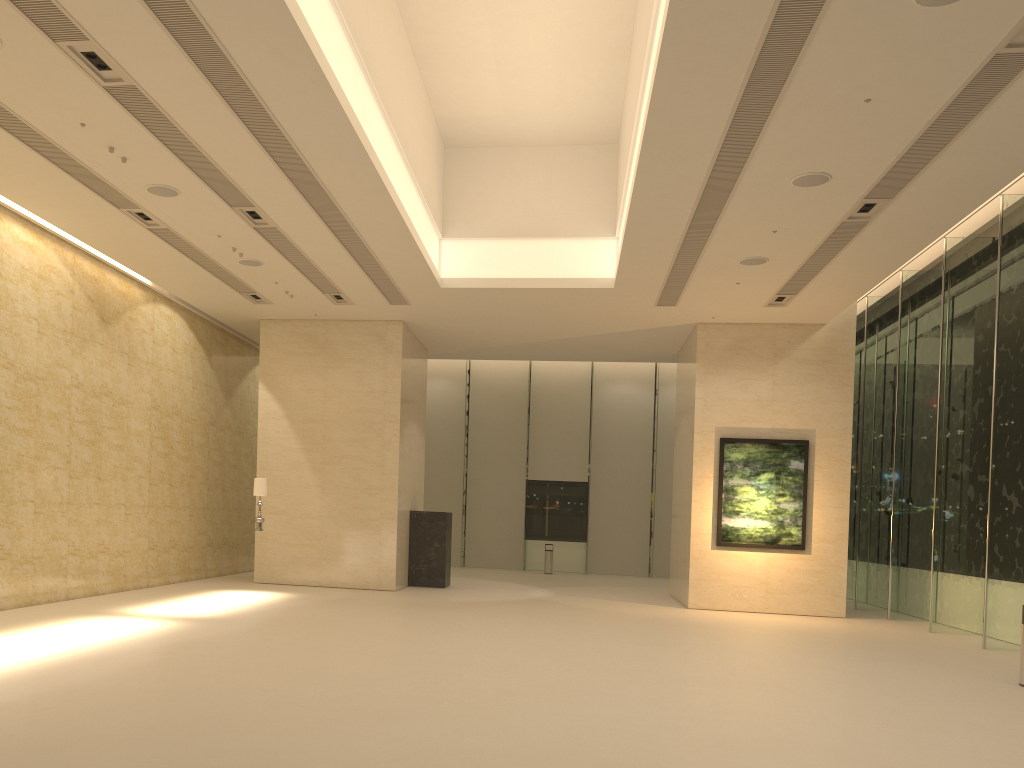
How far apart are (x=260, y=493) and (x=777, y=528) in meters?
10.4 m

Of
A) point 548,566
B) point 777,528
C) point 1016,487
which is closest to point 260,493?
point 777,528

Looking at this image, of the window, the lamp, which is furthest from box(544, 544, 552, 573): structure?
the lamp

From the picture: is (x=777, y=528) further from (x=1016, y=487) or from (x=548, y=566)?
(x=548, y=566)

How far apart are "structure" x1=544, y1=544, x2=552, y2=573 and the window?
1.63m

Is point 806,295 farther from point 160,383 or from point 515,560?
point 515,560

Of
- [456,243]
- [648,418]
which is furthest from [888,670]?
[648,418]

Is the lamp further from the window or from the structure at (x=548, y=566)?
the structure at (x=548, y=566)

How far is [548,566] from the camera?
27.47m

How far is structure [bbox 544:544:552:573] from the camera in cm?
2747
